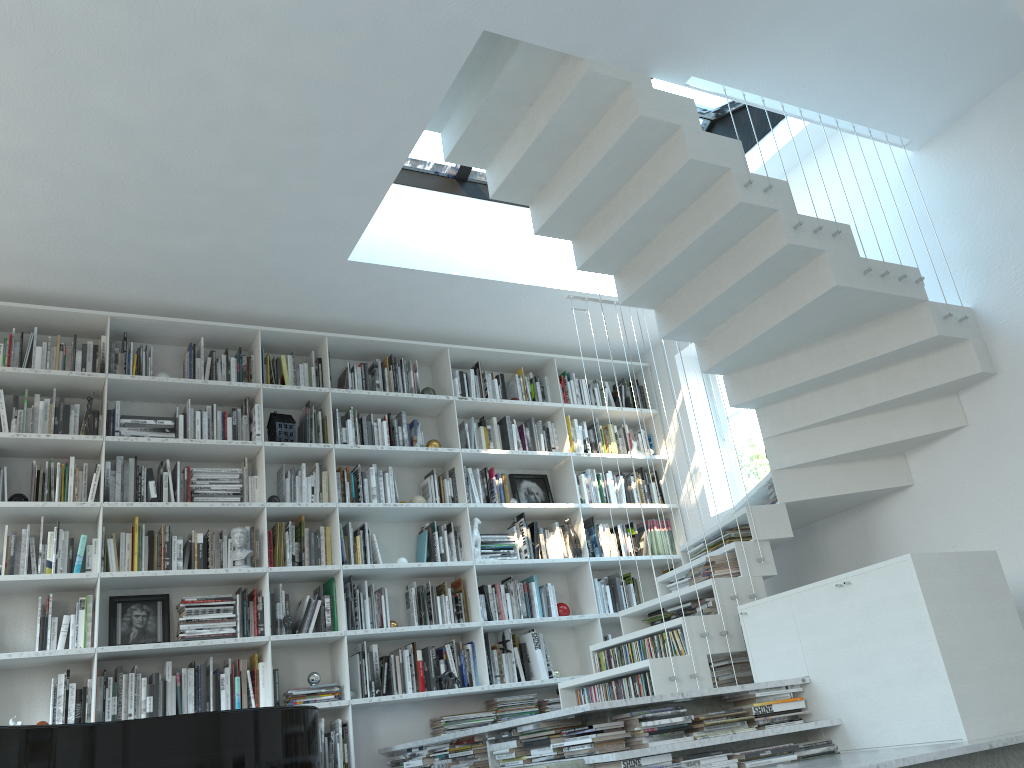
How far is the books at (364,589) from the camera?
5.2m

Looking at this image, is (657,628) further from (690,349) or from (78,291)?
(78,291)

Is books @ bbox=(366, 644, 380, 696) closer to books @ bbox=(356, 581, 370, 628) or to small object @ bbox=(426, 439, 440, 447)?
books @ bbox=(356, 581, 370, 628)

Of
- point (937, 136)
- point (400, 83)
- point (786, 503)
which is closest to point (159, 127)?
point (400, 83)

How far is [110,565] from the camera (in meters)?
4.61

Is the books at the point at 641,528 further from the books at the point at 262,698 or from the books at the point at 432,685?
the books at the point at 262,698

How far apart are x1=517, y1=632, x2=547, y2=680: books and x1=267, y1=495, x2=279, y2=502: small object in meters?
1.8

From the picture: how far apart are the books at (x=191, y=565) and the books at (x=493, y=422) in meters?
2.1 m

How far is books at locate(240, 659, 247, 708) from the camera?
4.6 meters

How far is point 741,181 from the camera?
4.00m
